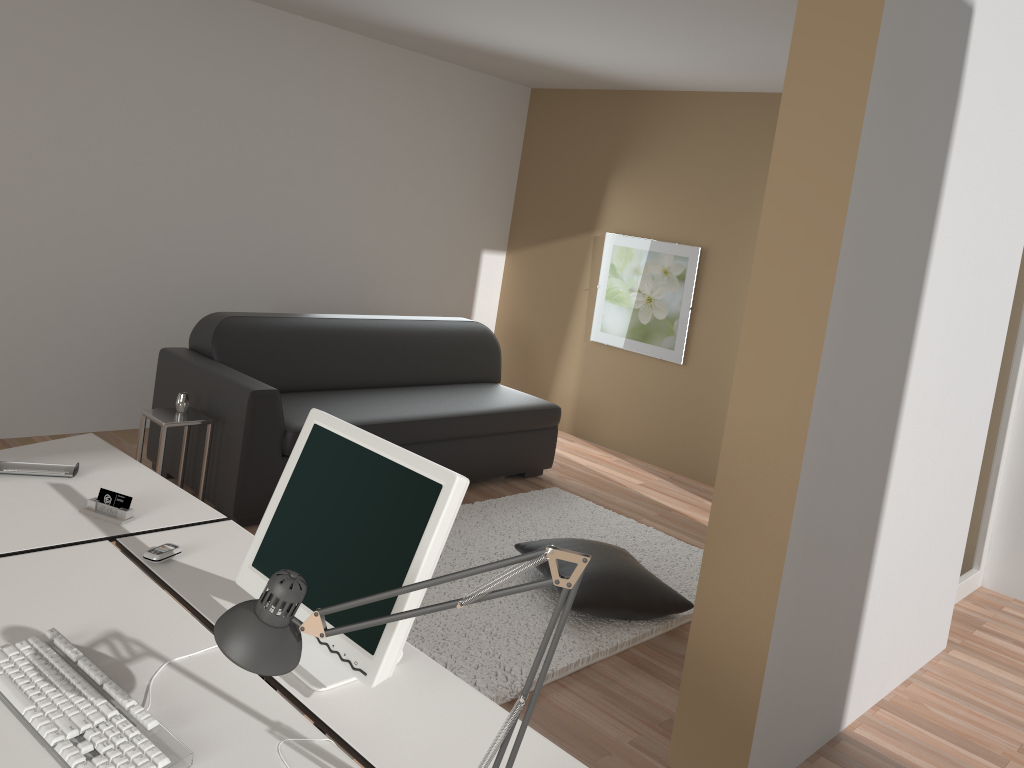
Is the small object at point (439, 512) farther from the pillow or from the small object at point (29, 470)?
the pillow

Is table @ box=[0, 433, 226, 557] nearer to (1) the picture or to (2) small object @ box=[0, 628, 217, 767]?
(2) small object @ box=[0, 628, 217, 767]

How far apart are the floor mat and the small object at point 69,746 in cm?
167

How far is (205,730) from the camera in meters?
1.5 m

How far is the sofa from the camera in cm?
405

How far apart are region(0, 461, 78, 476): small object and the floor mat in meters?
1.4

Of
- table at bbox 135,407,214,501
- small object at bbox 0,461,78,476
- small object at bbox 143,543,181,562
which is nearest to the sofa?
table at bbox 135,407,214,501

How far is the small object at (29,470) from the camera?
2.4m

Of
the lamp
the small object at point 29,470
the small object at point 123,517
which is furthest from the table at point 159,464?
the lamp

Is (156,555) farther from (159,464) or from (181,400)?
(181,400)
